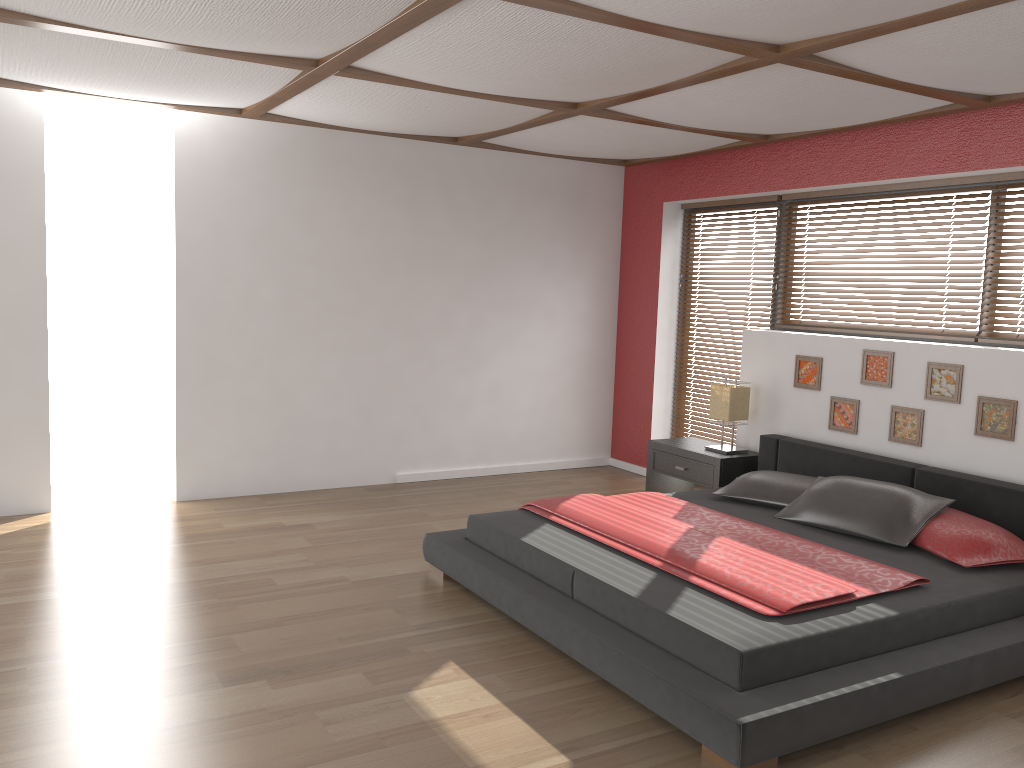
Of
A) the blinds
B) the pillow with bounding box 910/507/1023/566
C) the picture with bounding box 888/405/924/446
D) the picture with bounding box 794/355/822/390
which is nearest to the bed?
the pillow with bounding box 910/507/1023/566

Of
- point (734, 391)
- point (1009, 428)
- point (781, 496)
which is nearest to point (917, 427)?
point (1009, 428)

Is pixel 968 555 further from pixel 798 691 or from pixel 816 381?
pixel 816 381

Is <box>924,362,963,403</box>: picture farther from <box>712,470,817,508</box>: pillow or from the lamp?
the lamp

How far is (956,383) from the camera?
4.6m

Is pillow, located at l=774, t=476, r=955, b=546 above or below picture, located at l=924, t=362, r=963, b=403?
below

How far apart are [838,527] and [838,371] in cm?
132

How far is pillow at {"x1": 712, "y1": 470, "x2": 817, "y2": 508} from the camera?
4.6 meters

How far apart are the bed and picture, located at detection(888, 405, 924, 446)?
0.2m

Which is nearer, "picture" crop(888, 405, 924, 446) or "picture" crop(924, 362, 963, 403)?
"picture" crop(924, 362, 963, 403)
